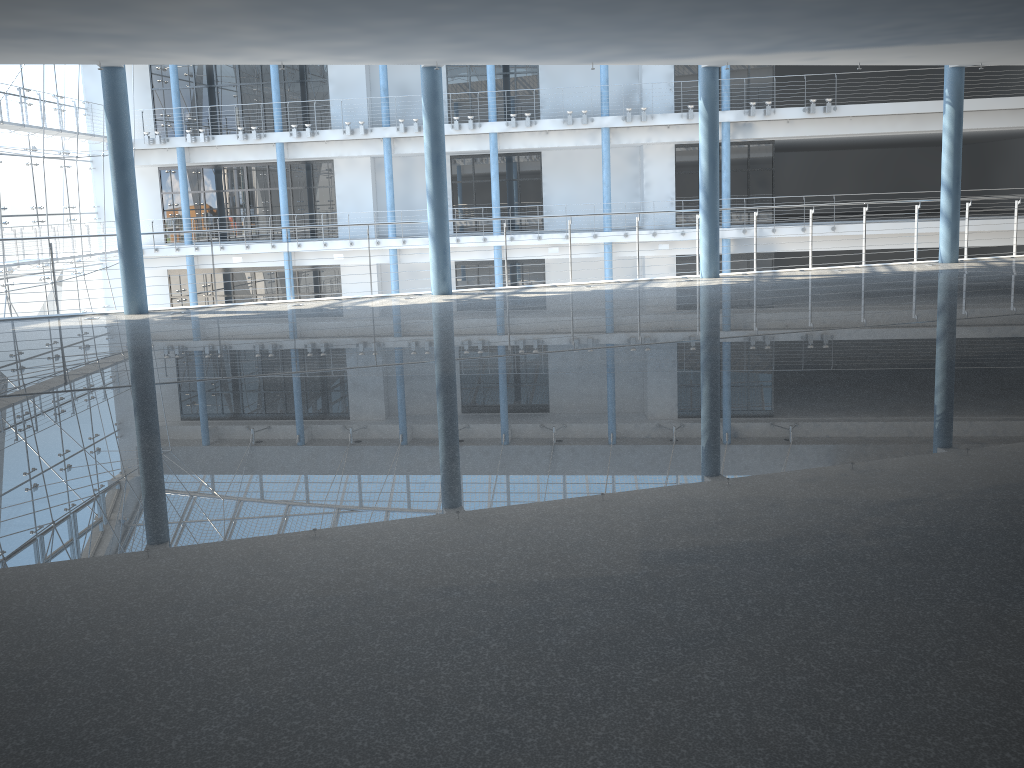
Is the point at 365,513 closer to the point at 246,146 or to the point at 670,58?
the point at 670,58

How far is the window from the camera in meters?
3.5 m

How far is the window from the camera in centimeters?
352cm

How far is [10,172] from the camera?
3.5m
